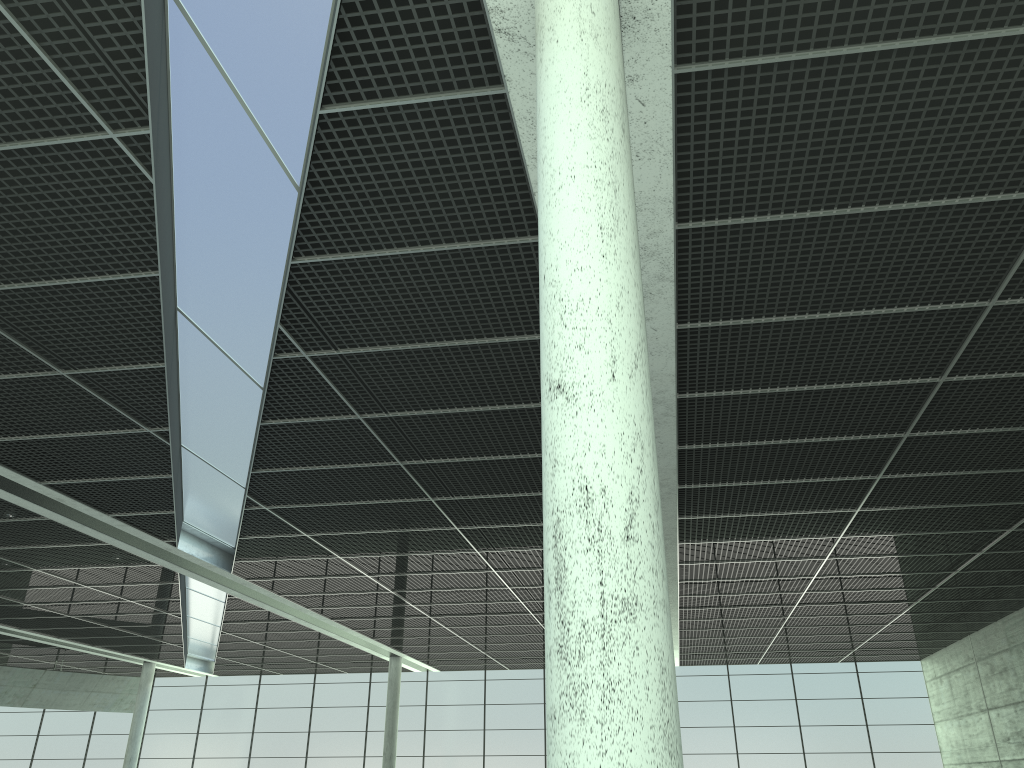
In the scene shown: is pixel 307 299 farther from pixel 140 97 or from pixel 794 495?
pixel 794 495

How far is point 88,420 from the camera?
29.31m
